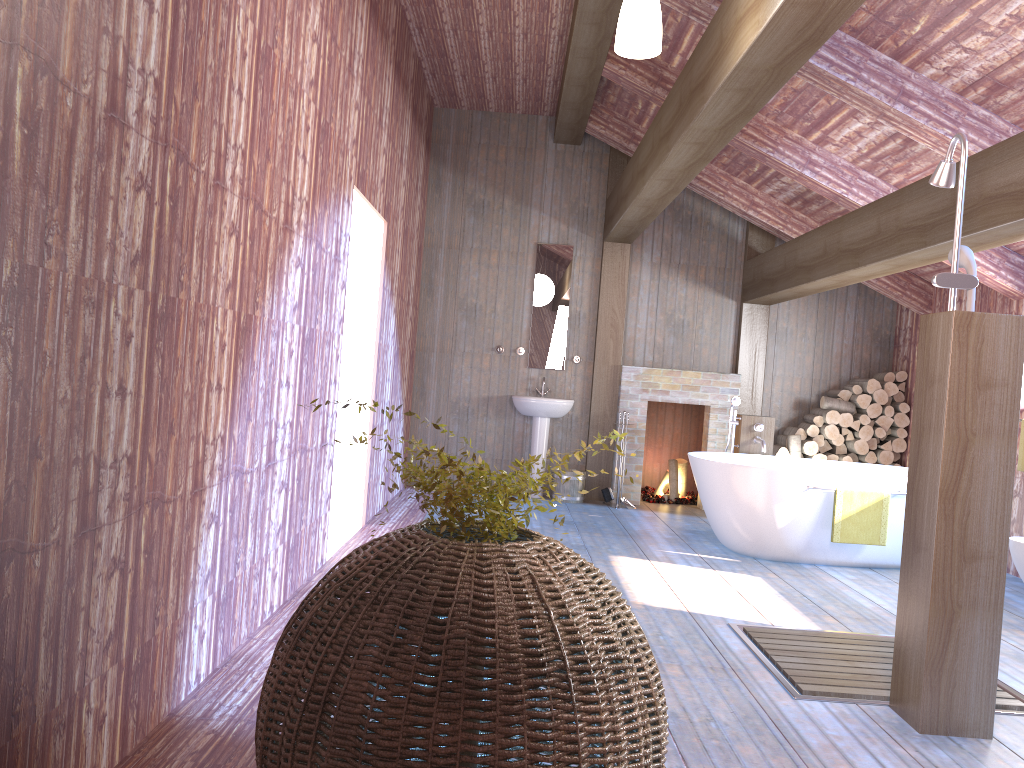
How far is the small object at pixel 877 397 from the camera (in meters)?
8.05

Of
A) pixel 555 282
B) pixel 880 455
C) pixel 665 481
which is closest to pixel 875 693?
pixel 880 455

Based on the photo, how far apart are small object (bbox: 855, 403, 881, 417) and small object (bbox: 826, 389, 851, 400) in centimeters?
24cm

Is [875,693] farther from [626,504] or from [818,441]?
[818,441]

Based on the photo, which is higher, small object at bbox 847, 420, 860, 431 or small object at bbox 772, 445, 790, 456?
small object at bbox 847, 420, 860, 431

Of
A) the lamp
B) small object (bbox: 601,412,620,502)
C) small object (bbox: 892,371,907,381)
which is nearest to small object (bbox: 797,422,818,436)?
small object (bbox: 892,371,907,381)

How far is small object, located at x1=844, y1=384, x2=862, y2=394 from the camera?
8.14m

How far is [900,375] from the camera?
8.17m

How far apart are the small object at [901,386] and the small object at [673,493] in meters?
2.2 m

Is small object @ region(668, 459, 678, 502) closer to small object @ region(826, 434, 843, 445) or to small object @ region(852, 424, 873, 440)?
small object @ region(826, 434, 843, 445)
